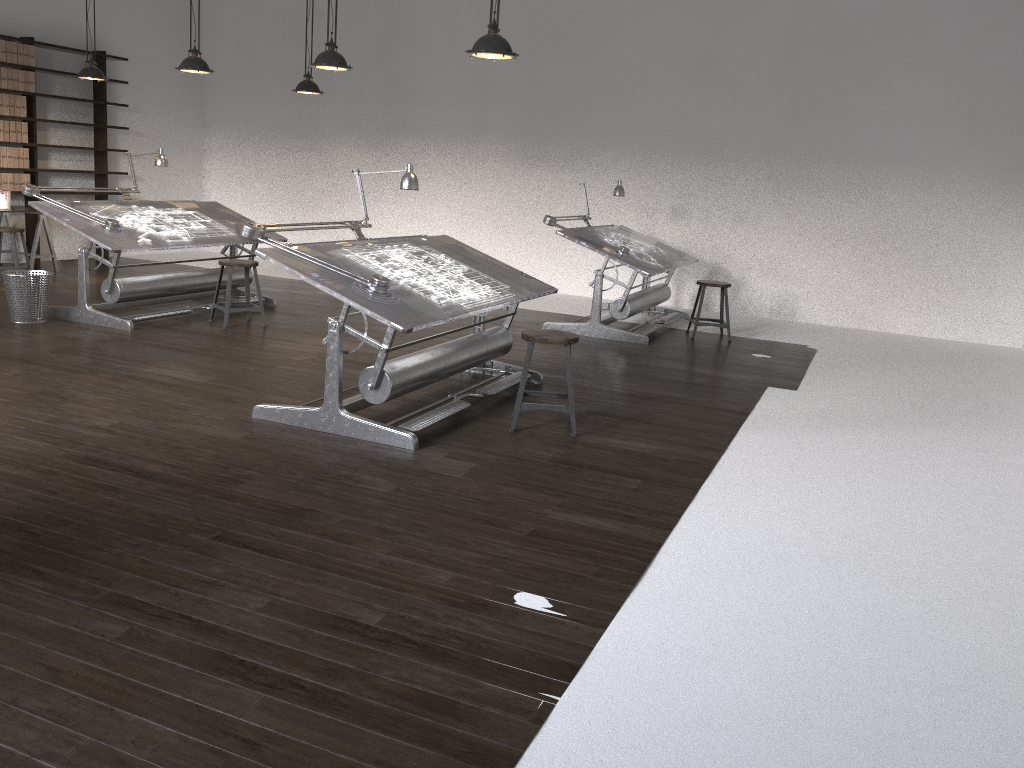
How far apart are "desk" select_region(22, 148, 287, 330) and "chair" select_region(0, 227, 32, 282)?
1.7m

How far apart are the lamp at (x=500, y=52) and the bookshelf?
6.8 meters

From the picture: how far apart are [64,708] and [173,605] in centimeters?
55cm

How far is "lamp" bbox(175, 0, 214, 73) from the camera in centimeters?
706cm

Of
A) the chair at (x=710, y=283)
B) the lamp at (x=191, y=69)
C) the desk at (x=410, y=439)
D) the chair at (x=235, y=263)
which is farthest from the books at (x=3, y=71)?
the chair at (x=710, y=283)

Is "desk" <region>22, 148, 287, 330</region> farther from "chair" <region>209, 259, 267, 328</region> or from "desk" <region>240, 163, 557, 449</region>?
"desk" <region>240, 163, 557, 449</region>

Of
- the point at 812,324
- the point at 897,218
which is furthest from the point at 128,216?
the point at 897,218

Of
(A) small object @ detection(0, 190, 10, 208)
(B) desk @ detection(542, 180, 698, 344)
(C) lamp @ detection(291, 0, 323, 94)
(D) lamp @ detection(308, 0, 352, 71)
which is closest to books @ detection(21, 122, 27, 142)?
(A) small object @ detection(0, 190, 10, 208)

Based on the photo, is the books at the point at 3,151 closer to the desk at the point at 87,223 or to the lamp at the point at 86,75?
the lamp at the point at 86,75

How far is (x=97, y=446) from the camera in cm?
408
